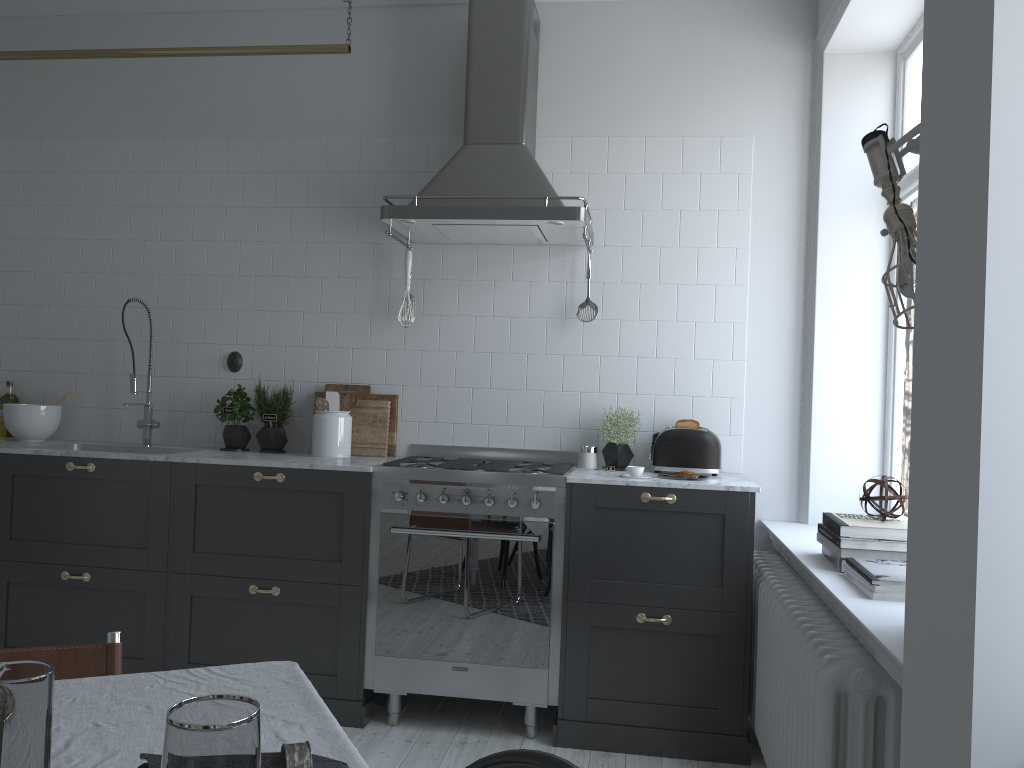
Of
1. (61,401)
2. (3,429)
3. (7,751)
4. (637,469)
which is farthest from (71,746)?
(3,429)

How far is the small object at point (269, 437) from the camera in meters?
4.1 m

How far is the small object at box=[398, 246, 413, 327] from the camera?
4.03m

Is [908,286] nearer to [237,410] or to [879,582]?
[879,582]

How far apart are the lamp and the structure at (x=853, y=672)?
1.0 meters

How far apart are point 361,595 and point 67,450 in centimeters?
143cm

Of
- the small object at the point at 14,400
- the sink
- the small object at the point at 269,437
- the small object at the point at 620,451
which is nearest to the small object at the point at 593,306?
the small object at the point at 620,451

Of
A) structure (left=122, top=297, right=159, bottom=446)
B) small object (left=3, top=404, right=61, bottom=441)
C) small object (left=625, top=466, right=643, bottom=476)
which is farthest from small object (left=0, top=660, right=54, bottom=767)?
small object (left=3, top=404, right=61, bottom=441)

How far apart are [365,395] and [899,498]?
2.3m

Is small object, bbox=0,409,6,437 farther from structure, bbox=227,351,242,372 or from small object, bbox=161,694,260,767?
small object, bbox=161,694,260,767
